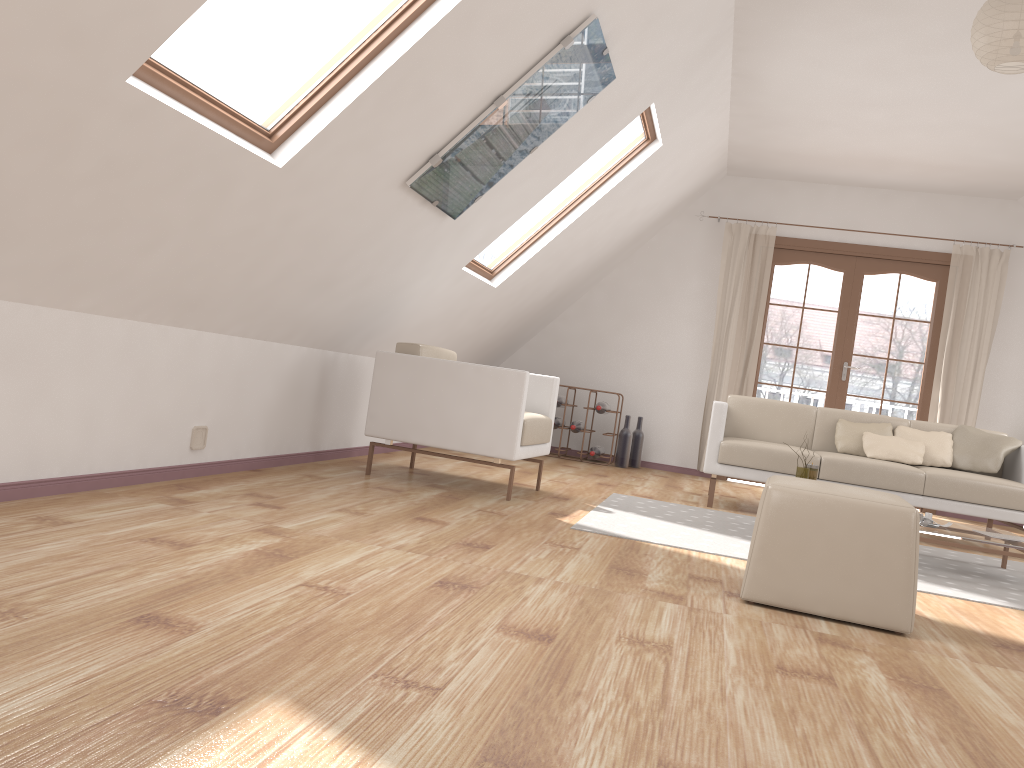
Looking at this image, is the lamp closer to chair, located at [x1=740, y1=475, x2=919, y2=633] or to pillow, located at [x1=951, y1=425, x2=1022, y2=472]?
chair, located at [x1=740, y1=475, x2=919, y2=633]

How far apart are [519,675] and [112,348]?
2.0 meters

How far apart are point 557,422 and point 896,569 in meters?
4.9 m

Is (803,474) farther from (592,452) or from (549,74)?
(592,452)

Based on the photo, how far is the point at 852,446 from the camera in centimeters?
552cm

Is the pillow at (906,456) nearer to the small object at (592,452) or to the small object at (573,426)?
the small object at (592,452)

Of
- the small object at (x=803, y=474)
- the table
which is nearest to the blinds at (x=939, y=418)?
the table

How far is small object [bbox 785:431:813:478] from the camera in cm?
438

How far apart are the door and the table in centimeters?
313cm

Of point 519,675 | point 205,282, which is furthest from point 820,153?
point 519,675
